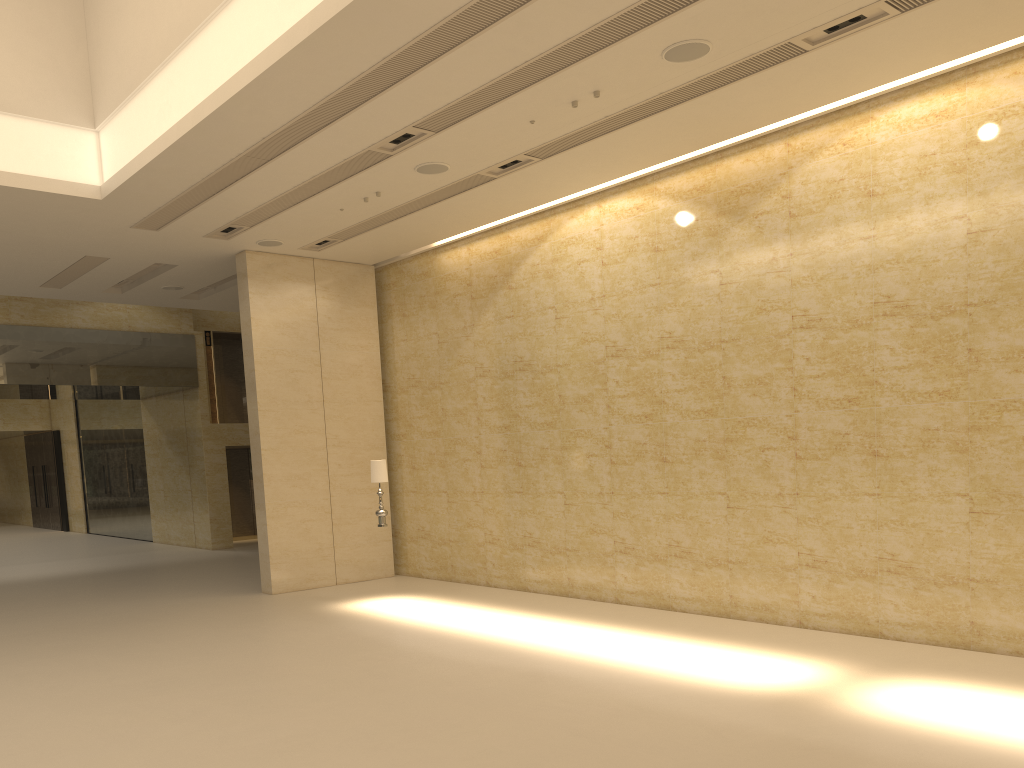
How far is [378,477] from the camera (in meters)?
13.09

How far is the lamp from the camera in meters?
13.1

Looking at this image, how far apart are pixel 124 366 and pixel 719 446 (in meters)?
16.17

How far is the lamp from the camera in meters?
13.1

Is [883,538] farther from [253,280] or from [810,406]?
[253,280]
